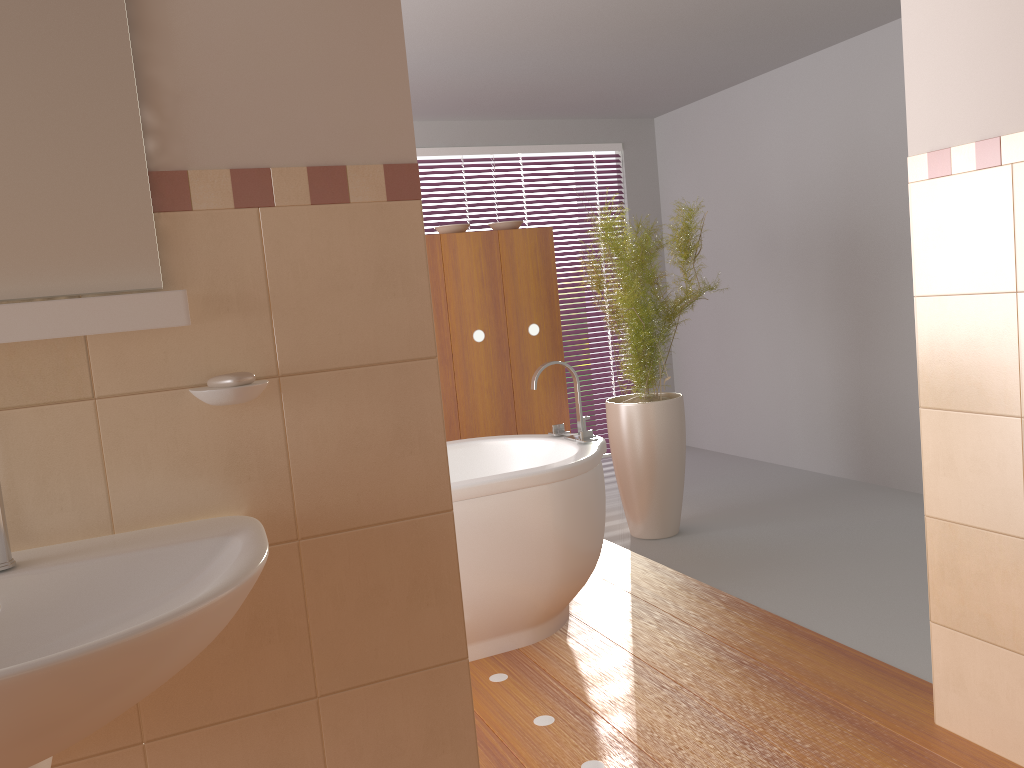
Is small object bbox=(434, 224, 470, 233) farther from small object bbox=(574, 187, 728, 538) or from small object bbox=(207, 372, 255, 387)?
small object bbox=(207, 372, 255, 387)

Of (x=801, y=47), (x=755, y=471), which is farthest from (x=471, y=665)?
(x=801, y=47)

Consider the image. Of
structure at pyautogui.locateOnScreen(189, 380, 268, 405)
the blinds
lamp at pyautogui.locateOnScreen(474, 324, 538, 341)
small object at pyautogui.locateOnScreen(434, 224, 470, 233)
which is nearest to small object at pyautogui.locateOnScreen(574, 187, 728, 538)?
lamp at pyautogui.locateOnScreen(474, 324, 538, 341)

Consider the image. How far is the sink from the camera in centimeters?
86cm

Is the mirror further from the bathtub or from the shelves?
the bathtub

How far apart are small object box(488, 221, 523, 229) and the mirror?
2.94m

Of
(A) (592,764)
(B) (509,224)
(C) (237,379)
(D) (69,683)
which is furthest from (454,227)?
(D) (69,683)

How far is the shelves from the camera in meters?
A: 1.1

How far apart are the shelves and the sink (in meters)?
0.25

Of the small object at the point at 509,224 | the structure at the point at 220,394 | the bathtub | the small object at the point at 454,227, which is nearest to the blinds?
the small object at the point at 509,224
